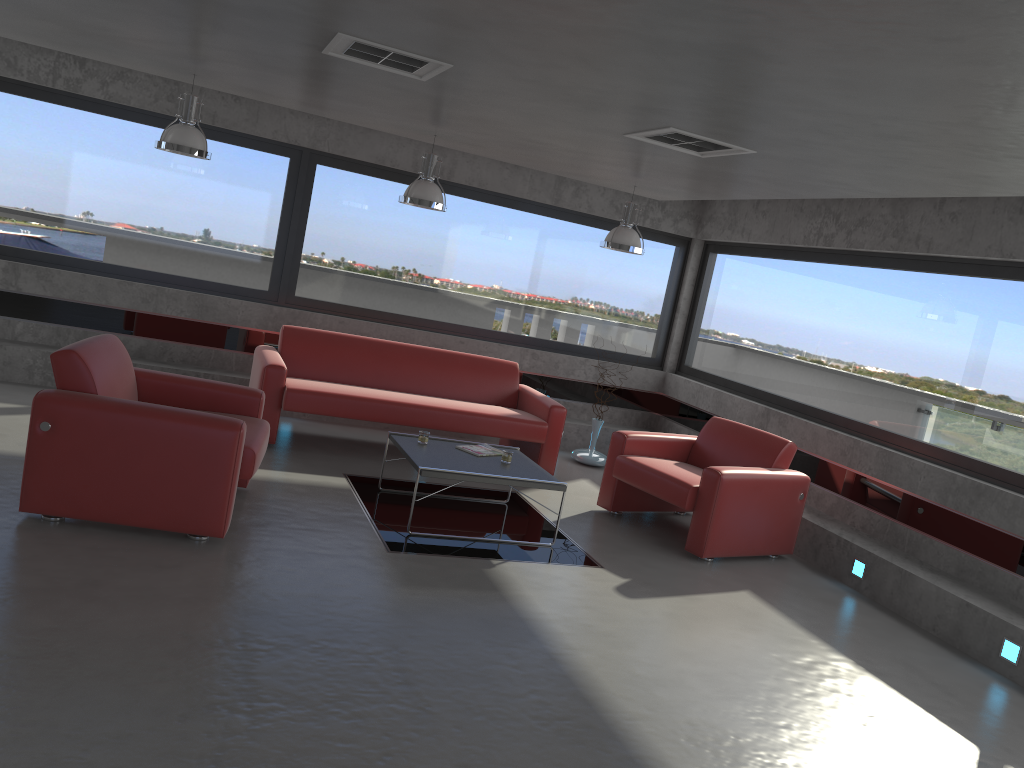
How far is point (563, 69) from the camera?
3.9 meters

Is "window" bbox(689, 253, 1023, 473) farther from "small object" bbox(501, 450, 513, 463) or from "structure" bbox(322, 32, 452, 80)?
"structure" bbox(322, 32, 452, 80)

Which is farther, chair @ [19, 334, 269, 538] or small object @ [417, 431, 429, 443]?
small object @ [417, 431, 429, 443]

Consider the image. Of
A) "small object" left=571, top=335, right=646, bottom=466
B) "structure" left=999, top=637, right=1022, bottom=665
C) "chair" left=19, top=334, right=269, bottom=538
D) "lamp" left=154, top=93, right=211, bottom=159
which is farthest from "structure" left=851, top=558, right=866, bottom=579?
"lamp" left=154, top=93, right=211, bottom=159

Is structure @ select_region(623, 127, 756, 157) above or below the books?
above

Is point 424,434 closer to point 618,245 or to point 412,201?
point 412,201

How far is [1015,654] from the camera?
5.1 meters

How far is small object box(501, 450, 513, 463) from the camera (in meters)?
6.13

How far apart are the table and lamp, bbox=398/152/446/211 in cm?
183

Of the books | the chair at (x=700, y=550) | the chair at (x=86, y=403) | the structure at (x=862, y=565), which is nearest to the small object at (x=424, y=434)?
the books
